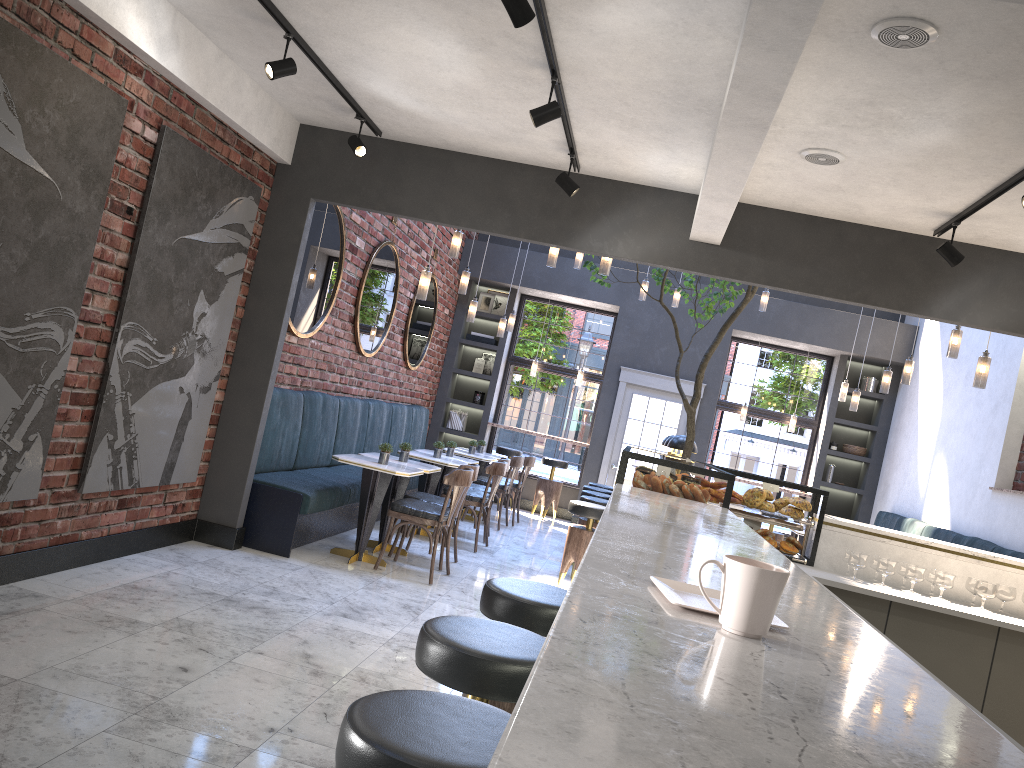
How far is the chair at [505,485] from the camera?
9.98m

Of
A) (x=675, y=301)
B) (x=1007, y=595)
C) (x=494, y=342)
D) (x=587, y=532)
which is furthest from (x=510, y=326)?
(x=1007, y=595)

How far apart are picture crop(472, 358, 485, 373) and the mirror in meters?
1.6

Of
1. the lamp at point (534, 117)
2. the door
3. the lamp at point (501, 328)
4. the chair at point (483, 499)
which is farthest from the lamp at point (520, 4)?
the door

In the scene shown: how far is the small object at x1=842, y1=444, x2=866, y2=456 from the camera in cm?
1164

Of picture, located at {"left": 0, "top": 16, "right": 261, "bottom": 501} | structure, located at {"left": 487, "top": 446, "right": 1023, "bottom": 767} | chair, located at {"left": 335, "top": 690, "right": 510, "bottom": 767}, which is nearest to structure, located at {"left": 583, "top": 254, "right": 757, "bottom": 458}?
structure, located at {"left": 487, "top": 446, "right": 1023, "bottom": 767}

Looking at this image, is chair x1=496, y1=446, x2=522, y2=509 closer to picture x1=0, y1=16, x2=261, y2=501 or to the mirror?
the mirror

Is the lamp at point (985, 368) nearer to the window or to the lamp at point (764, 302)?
the lamp at point (764, 302)

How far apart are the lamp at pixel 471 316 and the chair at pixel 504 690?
6.95m

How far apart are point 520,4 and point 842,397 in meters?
8.2
